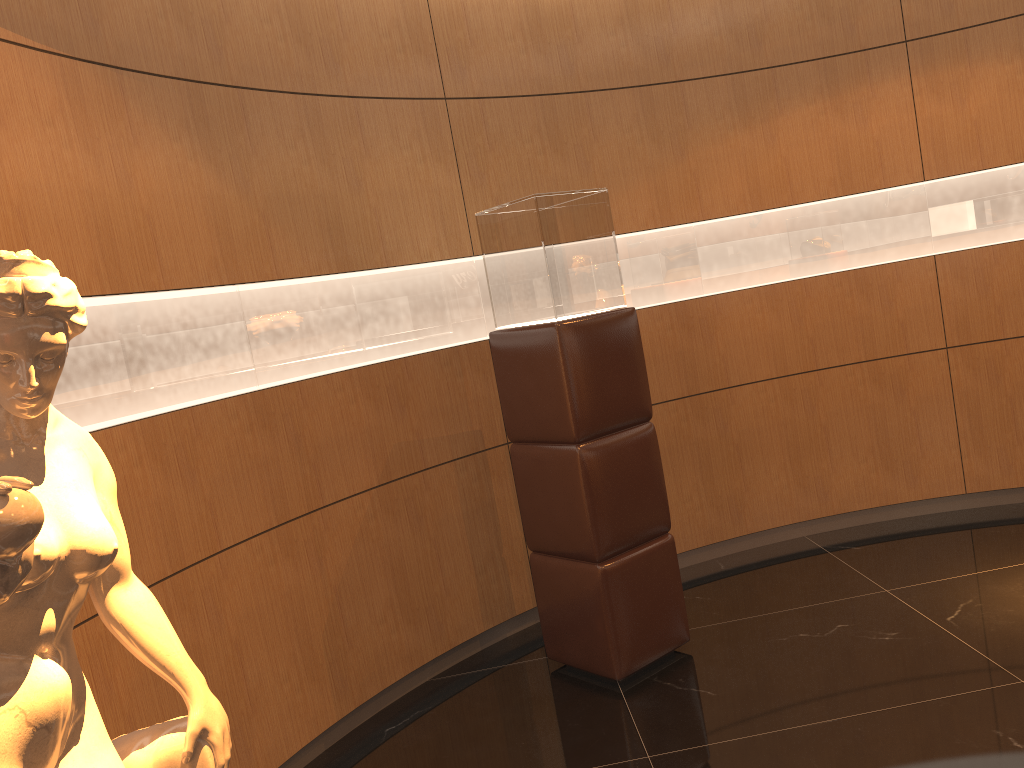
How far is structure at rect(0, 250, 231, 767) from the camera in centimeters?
141cm

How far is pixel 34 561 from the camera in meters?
1.4 m

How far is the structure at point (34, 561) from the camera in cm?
141

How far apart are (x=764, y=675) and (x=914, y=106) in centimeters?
317cm
